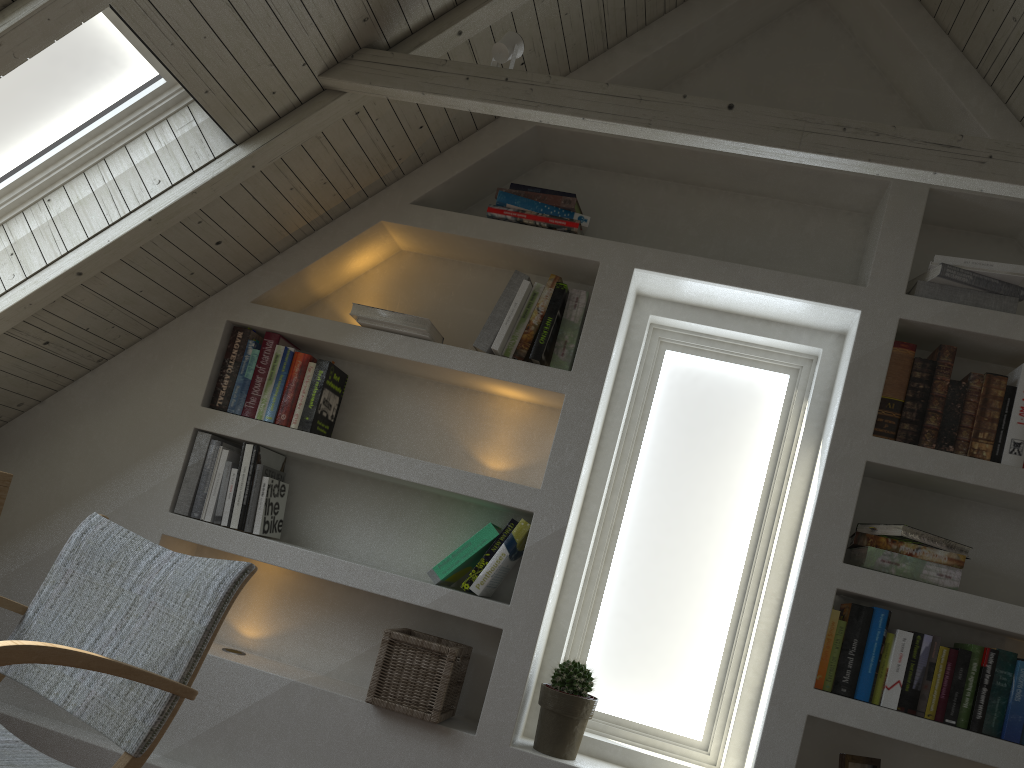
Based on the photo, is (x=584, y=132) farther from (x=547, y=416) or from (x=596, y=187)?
(x=547, y=416)

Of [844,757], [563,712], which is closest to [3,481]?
[563,712]

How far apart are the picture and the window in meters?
0.4

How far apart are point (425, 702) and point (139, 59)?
1.7m

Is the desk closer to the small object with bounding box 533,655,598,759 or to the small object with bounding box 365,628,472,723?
the small object with bounding box 365,628,472,723

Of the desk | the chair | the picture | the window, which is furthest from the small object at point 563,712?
the desk

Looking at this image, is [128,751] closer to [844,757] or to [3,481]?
[3,481]

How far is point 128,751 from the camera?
1.29m

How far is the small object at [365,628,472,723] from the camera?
2.2m

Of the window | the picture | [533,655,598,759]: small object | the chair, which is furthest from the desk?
the picture
